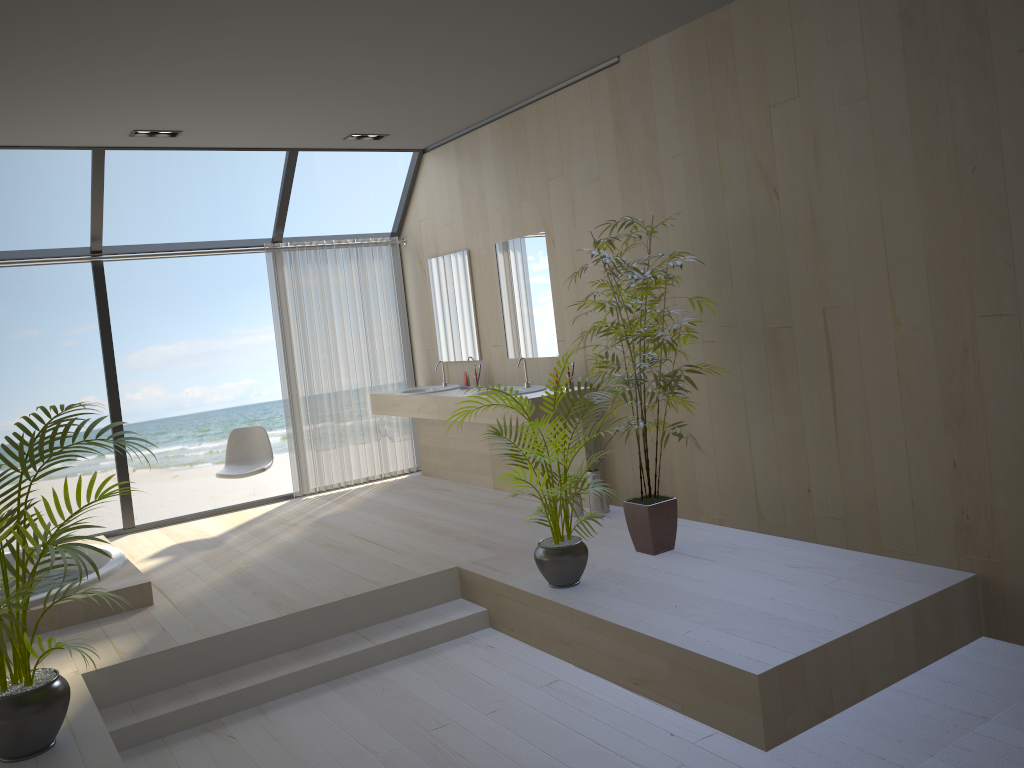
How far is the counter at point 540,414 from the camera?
5.6 meters

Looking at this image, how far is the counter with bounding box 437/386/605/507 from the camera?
5.56m

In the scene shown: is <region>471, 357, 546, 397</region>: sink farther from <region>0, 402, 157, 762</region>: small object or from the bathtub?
<region>0, 402, 157, 762</region>: small object

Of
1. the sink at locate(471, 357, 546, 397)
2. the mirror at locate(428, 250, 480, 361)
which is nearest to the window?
the mirror at locate(428, 250, 480, 361)

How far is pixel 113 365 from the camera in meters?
6.6 m

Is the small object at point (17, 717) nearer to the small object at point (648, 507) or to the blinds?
the small object at point (648, 507)

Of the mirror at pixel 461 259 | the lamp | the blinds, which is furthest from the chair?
the lamp

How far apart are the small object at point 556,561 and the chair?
2.8m

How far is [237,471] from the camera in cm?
660

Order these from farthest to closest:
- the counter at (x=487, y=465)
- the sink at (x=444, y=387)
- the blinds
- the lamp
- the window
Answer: the blinds < the sink at (x=444, y=387) < the counter at (x=487, y=465) < the window < the lamp
